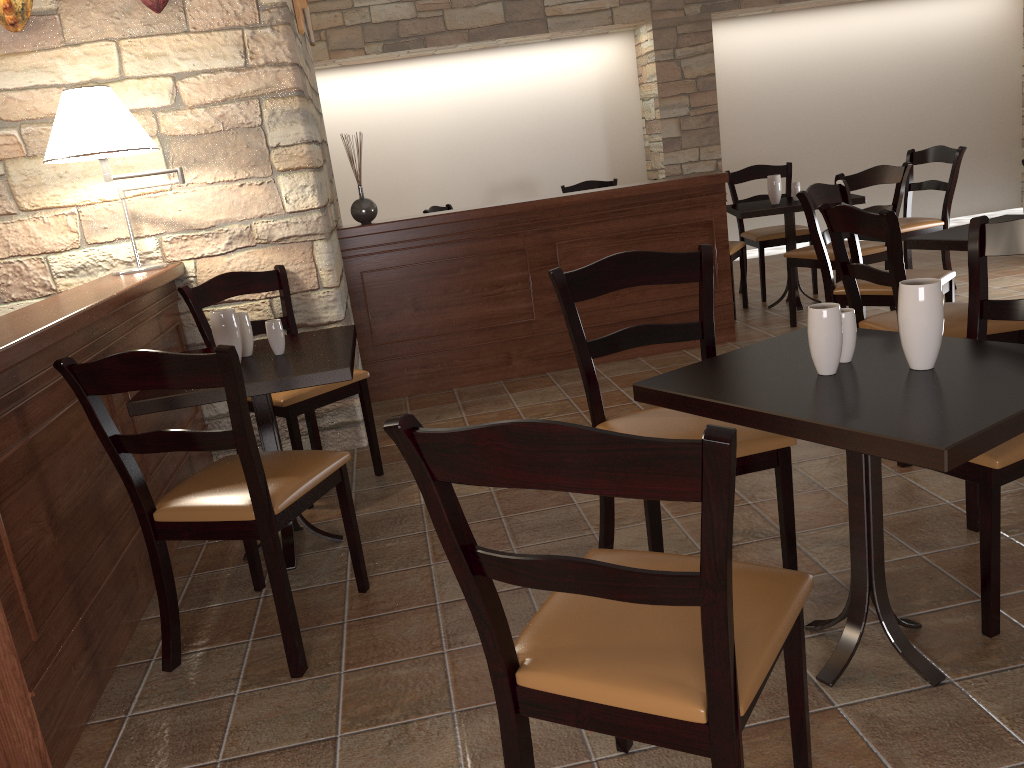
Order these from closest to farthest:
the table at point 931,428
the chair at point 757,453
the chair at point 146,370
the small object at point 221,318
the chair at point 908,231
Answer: the table at point 931,428 → the chair at point 146,370 → the chair at point 757,453 → the small object at point 221,318 → the chair at point 908,231

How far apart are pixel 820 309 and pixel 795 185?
3.92m

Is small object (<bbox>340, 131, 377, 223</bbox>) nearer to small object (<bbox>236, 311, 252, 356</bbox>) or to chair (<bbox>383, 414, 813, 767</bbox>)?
small object (<bbox>236, 311, 252, 356</bbox>)

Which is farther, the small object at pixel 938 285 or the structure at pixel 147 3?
the structure at pixel 147 3

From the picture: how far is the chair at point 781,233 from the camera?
5.69m

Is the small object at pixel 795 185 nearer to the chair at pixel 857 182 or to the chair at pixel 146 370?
the chair at pixel 857 182

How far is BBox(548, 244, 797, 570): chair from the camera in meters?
2.1

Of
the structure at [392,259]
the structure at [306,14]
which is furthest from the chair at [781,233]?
the structure at [306,14]

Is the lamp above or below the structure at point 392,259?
above

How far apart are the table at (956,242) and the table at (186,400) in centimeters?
209cm
